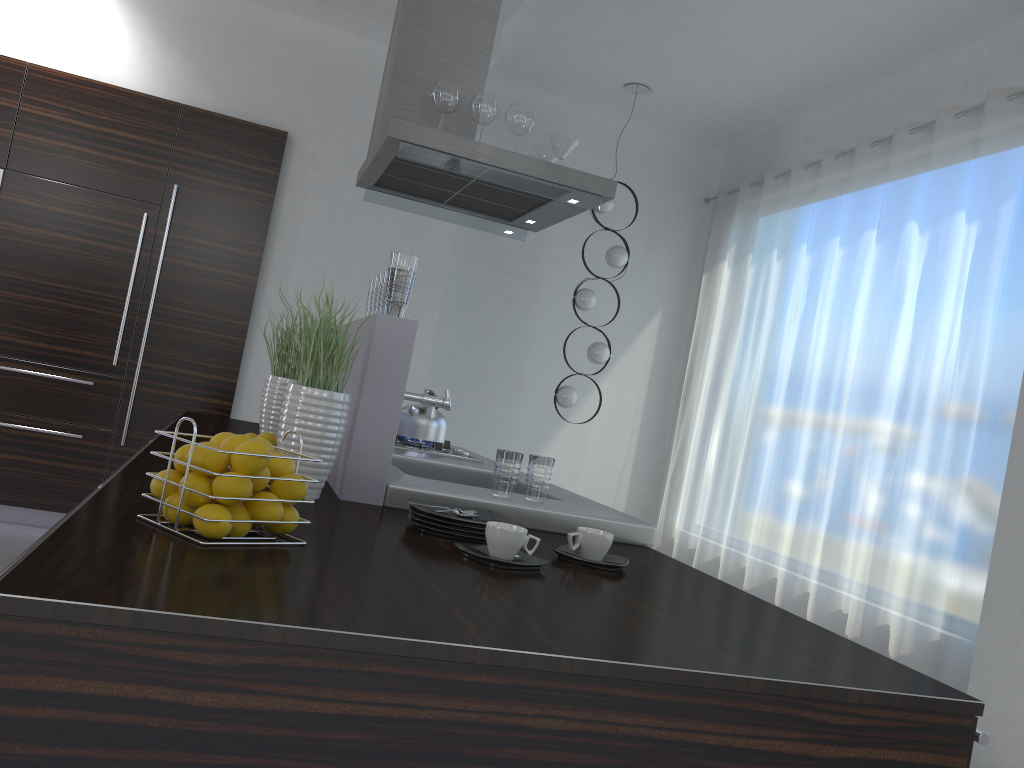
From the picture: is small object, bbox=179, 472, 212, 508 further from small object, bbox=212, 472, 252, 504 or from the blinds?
the blinds

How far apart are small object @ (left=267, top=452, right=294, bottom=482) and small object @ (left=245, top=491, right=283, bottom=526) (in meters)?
0.06

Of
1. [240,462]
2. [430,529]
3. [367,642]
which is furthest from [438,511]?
[367,642]

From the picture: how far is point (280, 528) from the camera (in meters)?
1.43

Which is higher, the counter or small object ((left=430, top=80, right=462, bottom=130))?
small object ((left=430, top=80, right=462, bottom=130))

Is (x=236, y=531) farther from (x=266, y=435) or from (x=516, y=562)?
(x=266, y=435)

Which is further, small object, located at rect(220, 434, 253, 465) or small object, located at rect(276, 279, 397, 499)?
small object, located at rect(276, 279, 397, 499)

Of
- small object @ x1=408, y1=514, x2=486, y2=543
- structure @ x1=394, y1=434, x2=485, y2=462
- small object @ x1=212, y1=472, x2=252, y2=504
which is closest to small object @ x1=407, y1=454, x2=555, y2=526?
small object @ x1=408, y1=514, x2=486, y2=543

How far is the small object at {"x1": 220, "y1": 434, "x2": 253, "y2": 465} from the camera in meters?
1.4 m

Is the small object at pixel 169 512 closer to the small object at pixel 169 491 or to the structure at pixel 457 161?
the small object at pixel 169 491
